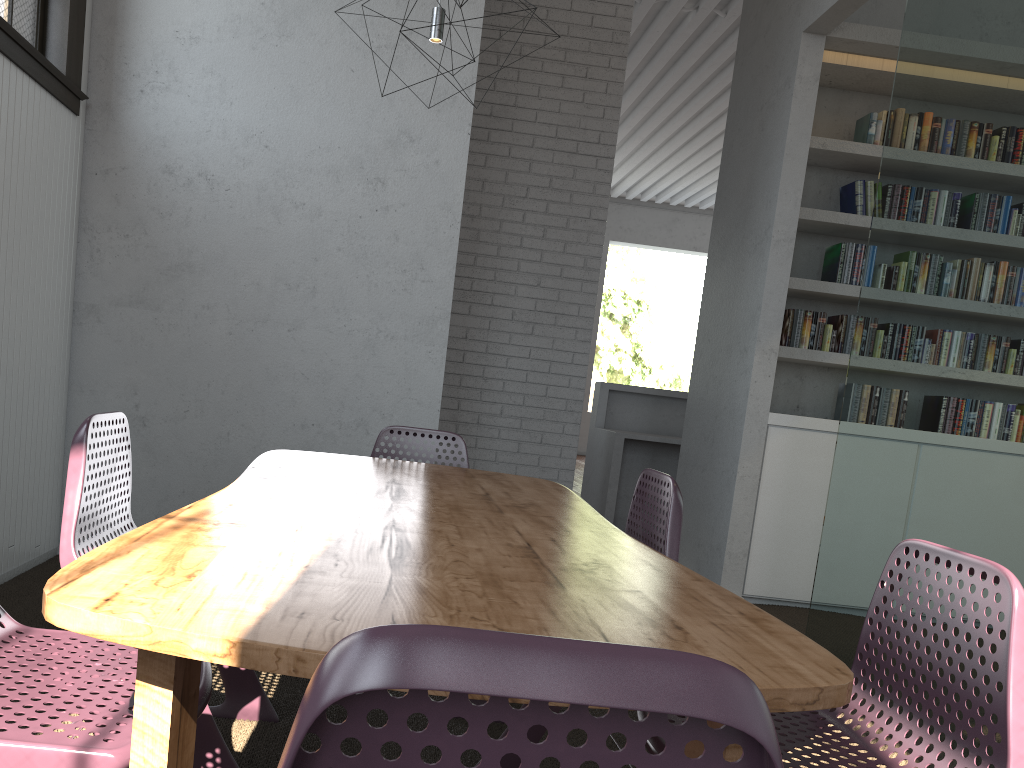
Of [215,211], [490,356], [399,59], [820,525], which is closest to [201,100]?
[215,211]
